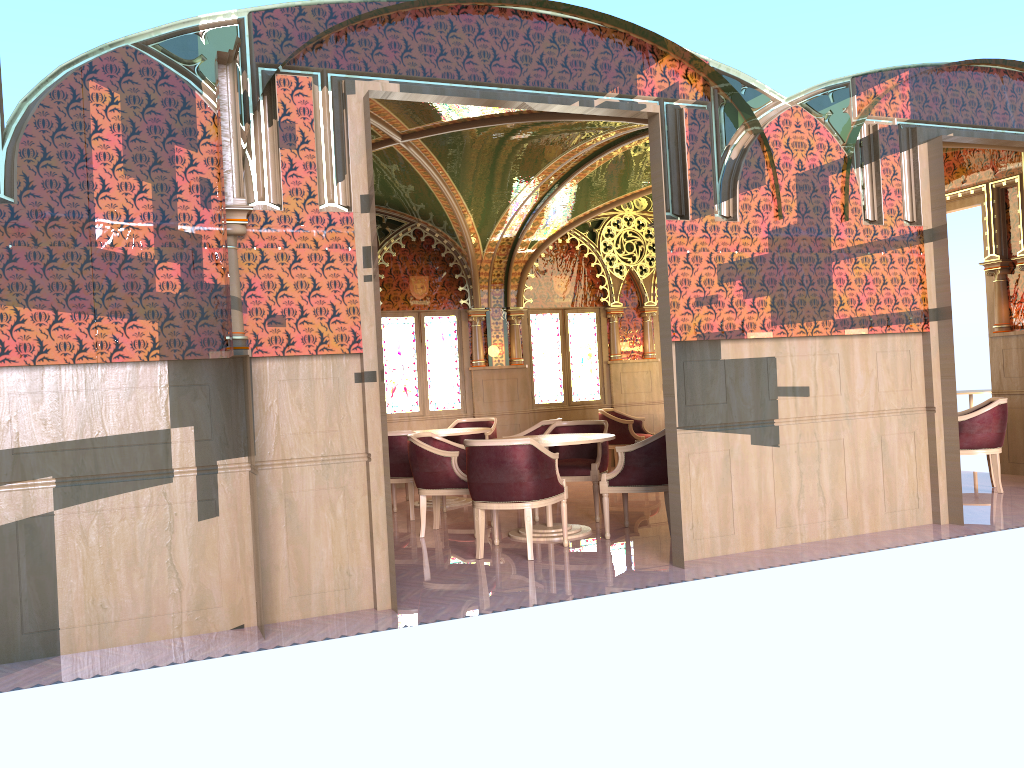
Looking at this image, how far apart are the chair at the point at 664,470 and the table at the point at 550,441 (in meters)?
0.20

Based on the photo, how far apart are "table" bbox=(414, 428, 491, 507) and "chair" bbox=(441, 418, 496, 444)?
0.78m

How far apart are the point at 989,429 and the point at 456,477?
4.85m

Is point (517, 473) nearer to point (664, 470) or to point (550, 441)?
point (550, 441)

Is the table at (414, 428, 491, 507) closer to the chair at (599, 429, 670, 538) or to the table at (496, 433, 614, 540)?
the table at (496, 433, 614, 540)

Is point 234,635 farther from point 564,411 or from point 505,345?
point 564,411

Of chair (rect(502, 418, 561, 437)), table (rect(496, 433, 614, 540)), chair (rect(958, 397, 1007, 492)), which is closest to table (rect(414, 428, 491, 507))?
chair (rect(502, 418, 561, 437))

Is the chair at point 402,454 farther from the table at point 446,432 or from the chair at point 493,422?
the chair at point 493,422

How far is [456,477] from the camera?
7.2m

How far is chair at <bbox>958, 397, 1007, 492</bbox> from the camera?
8.01m
